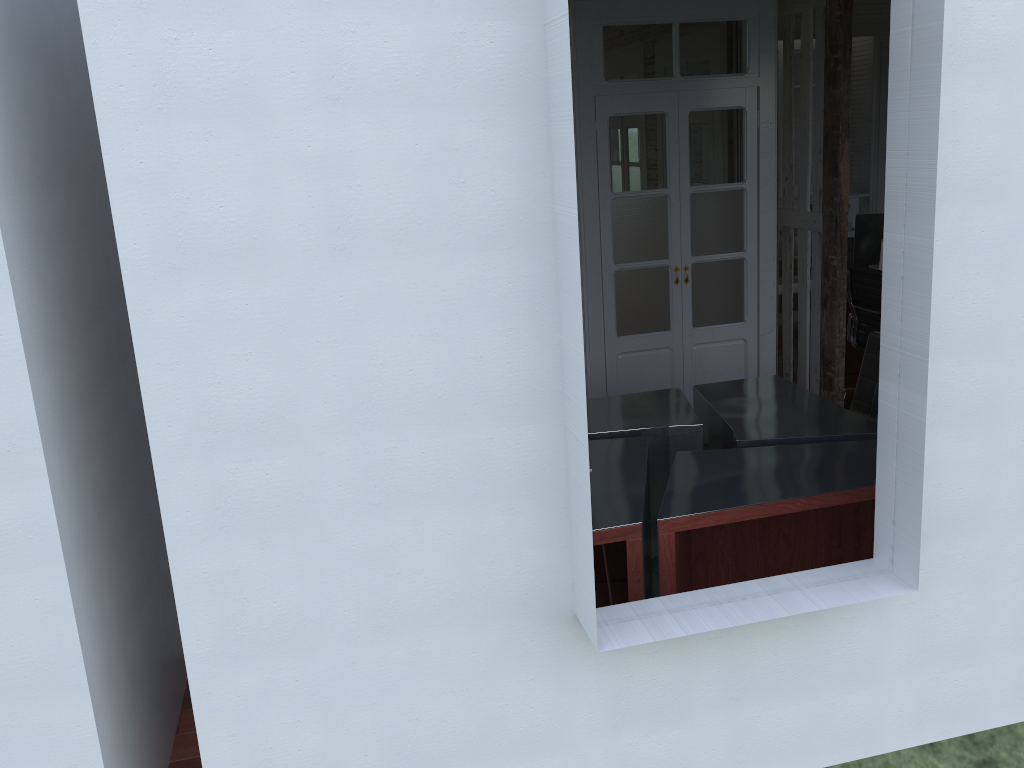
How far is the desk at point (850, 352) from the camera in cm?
688

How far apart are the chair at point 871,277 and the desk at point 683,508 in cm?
138

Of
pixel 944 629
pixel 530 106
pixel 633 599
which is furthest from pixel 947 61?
pixel 633 599

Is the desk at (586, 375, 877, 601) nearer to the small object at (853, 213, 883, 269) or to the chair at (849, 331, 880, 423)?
the chair at (849, 331, 880, 423)

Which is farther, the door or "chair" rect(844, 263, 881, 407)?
"chair" rect(844, 263, 881, 407)

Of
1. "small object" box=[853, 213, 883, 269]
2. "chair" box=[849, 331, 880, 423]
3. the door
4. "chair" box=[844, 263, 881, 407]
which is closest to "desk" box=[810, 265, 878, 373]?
"small object" box=[853, 213, 883, 269]

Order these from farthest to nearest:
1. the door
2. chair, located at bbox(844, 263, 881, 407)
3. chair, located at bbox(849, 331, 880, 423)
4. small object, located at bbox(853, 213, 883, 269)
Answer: small object, located at bbox(853, 213, 883, 269), chair, located at bbox(844, 263, 881, 407), the door, chair, located at bbox(849, 331, 880, 423)

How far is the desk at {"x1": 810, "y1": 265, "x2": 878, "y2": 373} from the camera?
6.88m

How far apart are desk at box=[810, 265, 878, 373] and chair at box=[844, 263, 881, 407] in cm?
81

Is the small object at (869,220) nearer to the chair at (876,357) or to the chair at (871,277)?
the chair at (871,277)
